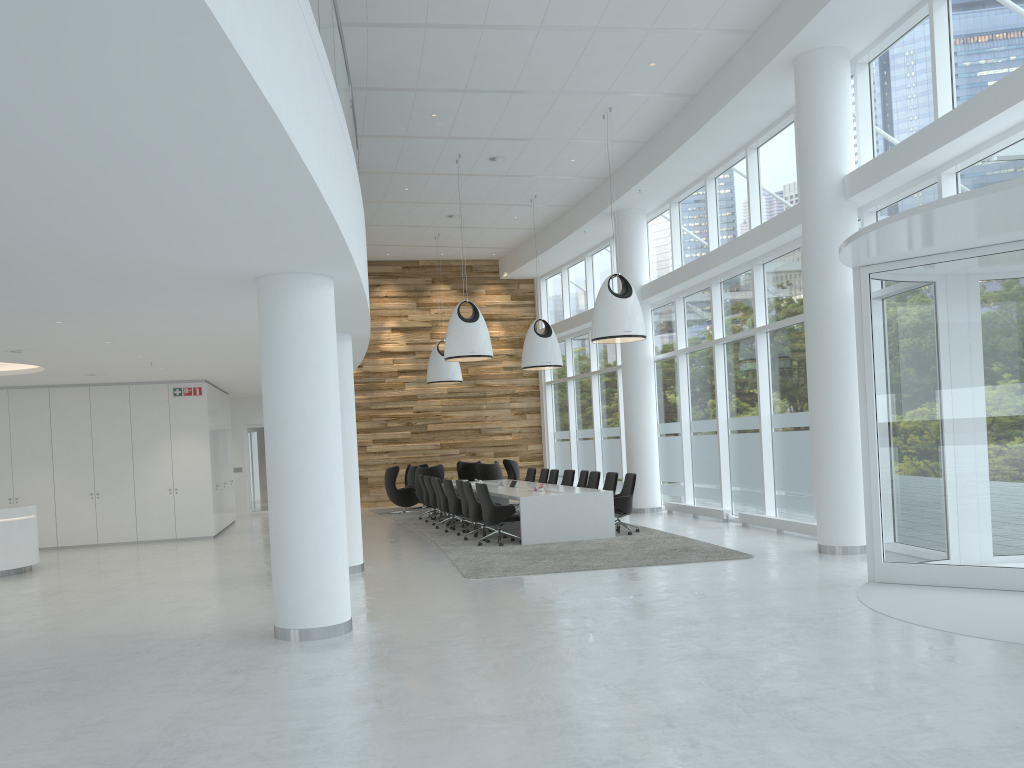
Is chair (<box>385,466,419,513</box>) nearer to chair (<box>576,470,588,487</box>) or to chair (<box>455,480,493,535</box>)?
chair (<box>576,470,588,487</box>)

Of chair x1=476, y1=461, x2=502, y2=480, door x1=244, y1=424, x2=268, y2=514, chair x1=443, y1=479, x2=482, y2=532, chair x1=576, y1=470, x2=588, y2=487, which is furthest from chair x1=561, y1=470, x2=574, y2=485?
door x1=244, y1=424, x2=268, y2=514

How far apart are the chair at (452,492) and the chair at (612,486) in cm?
267

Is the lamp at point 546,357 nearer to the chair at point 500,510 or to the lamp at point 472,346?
the lamp at point 472,346

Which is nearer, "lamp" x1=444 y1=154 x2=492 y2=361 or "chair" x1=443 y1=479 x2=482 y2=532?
"lamp" x1=444 y1=154 x2=492 y2=361

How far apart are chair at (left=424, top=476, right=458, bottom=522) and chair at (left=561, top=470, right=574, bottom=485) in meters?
2.7

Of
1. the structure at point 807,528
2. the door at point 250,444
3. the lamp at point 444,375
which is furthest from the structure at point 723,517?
the door at point 250,444

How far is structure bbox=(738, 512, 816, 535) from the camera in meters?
12.5

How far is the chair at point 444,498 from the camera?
16.5m

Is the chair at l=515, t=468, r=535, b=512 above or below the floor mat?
above
